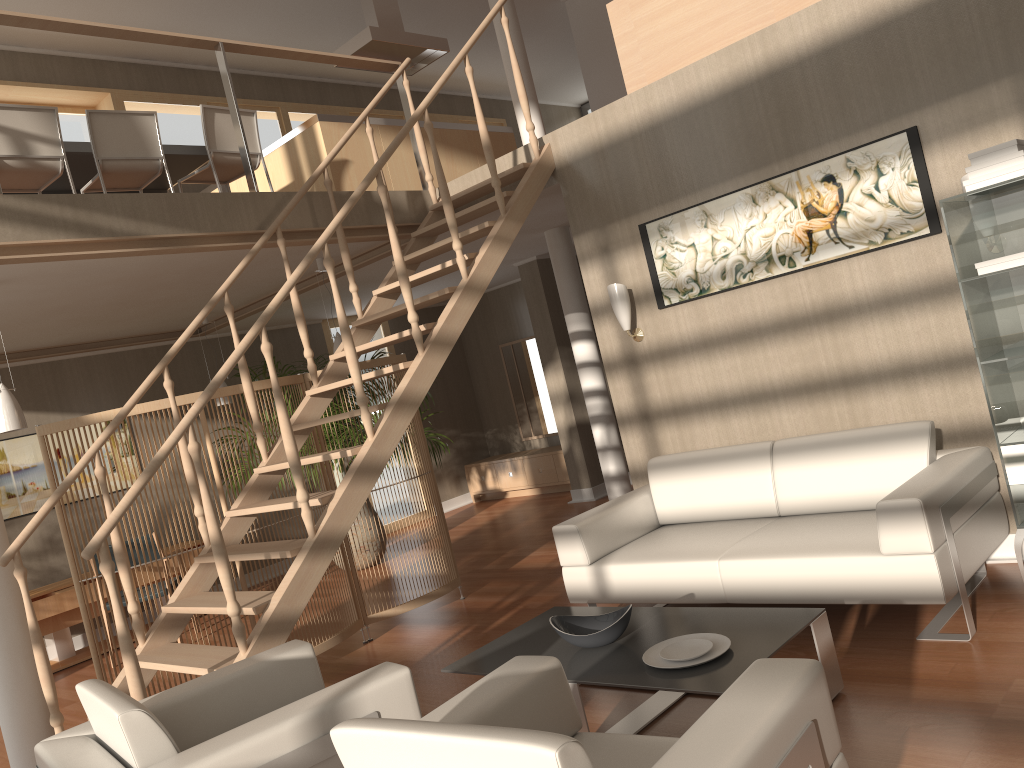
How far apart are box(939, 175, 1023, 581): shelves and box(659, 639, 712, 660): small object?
1.4m

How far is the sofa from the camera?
3.2 meters

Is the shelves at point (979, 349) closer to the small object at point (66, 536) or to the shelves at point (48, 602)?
the small object at point (66, 536)

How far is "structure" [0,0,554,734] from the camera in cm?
348

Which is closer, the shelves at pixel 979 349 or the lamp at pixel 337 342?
the shelves at pixel 979 349

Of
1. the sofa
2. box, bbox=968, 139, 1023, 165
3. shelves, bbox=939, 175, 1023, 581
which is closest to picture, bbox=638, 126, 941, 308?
shelves, bbox=939, 175, 1023, 581

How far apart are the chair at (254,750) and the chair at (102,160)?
3.4 meters

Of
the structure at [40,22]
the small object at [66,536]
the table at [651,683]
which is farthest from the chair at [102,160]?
the table at [651,683]

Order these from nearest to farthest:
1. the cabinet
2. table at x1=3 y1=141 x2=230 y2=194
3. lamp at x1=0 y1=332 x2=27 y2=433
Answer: lamp at x1=0 y1=332 x2=27 y2=433, table at x1=3 y1=141 x2=230 y2=194, the cabinet

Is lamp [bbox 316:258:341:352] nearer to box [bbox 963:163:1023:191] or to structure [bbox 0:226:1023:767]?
structure [bbox 0:226:1023:767]
